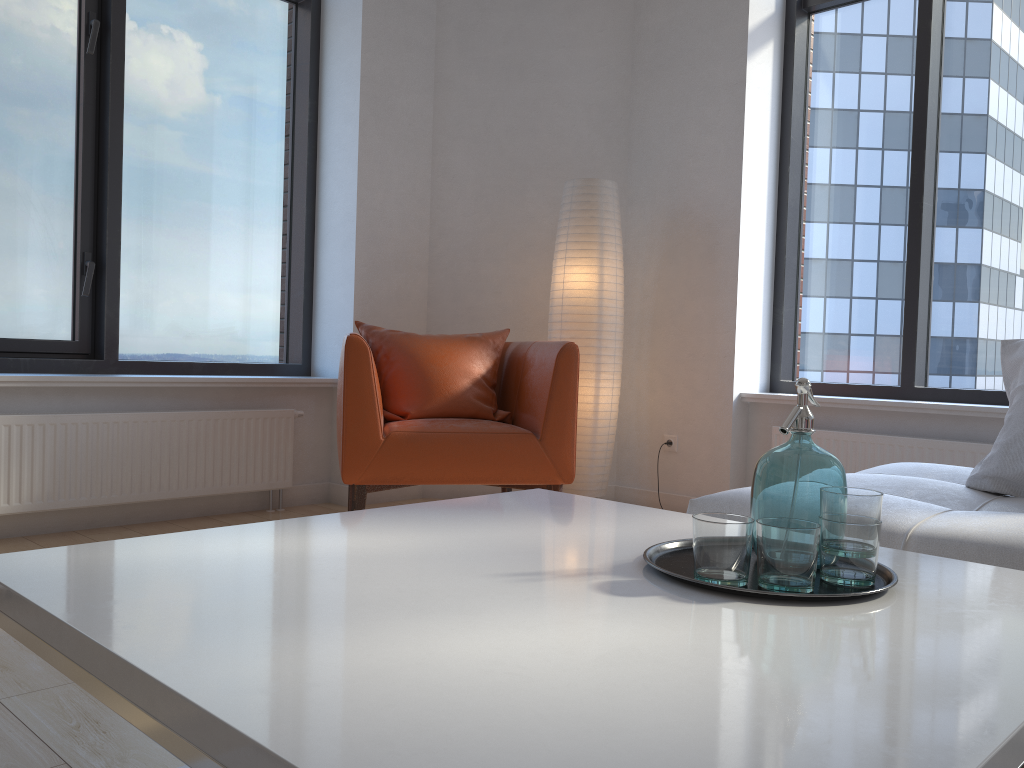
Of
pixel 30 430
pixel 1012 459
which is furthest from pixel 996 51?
pixel 30 430

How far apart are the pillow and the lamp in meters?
1.8 m

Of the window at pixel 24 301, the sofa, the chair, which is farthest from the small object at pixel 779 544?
the window at pixel 24 301

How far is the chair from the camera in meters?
3.1

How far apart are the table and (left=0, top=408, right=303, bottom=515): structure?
2.23m

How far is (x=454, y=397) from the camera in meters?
3.5

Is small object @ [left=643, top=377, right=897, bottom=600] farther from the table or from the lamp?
the lamp

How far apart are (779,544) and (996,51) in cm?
354

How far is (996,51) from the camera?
3.7 meters

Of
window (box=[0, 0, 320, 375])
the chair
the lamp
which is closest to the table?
the chair
